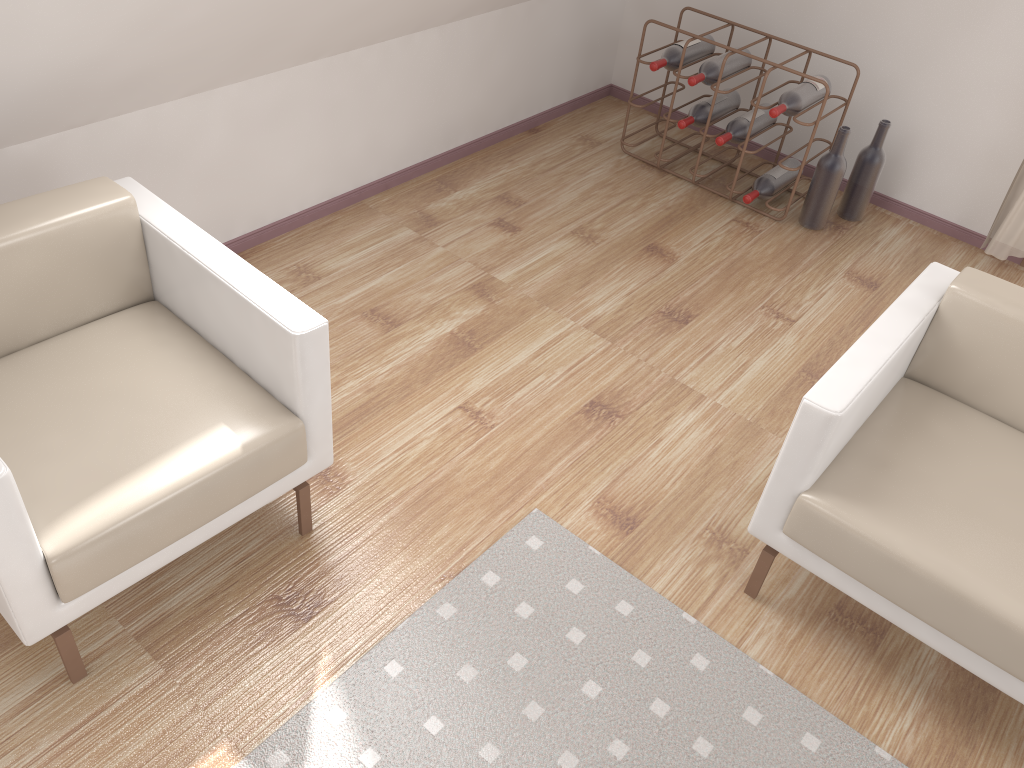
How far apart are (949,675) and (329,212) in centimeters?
257cm

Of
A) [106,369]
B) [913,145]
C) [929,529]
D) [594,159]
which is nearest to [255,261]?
[106,369]

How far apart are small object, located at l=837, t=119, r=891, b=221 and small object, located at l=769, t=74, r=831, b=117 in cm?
26

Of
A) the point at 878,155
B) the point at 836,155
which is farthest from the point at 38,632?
the point at 878,155

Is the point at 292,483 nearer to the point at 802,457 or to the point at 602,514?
the point at 602,514

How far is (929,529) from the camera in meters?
1.9 m

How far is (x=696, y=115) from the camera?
3.8 meters

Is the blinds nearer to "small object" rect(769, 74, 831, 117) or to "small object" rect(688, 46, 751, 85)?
"small object" rect(769, 74, 831, 117)

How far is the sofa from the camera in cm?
183

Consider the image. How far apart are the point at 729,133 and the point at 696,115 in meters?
0.2 m
